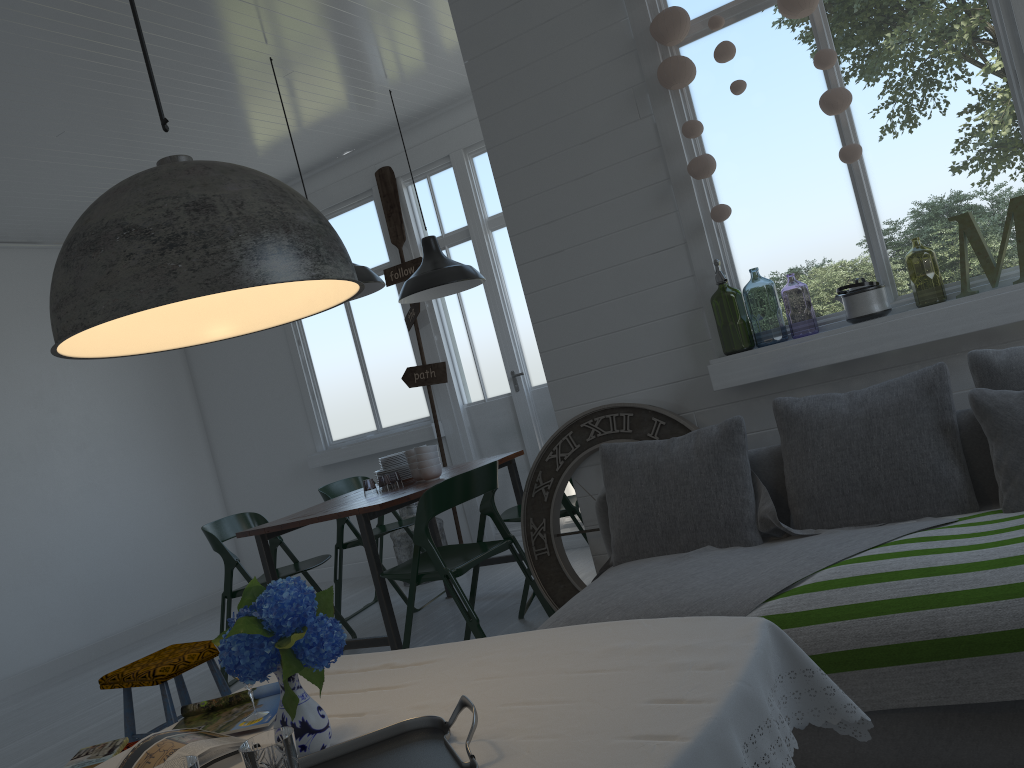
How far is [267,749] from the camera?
1.5m

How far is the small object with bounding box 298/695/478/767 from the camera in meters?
1.5 m

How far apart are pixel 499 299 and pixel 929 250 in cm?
549

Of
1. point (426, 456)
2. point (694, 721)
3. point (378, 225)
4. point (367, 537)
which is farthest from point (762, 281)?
point (694, 721)

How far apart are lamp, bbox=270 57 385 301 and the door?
1.7m

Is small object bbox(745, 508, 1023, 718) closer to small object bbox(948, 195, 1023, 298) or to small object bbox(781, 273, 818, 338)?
small object bbox(948, 195, 1023, 298)

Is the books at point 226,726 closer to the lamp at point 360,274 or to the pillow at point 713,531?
the pillow at point 713,531

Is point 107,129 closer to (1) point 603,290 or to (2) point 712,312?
(1) point 603,290

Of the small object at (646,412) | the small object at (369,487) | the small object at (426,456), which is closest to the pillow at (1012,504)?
the small object at (646,412)

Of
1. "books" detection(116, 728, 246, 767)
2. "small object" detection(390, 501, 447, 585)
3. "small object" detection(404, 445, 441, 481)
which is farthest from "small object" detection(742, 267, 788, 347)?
"books" detection(116, 728, 246, 767)
